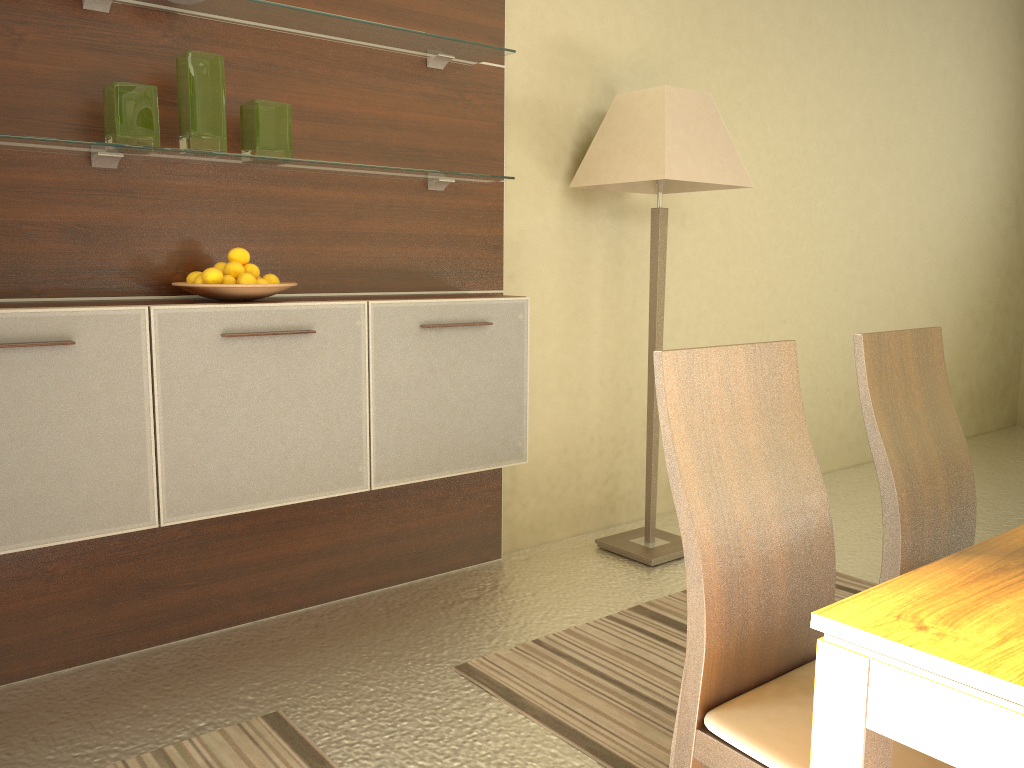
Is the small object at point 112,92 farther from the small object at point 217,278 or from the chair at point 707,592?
the chair at point 707,592

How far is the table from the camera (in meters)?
0.80

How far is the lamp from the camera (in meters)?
3.14

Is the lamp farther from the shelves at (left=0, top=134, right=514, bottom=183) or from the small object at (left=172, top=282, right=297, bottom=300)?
the small object at (left=172, top=282, right=297, bottom=300)

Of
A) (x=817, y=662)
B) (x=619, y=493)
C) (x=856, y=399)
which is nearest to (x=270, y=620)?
(x=619, y=493)

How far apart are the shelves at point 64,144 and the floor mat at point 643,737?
1.5 meters

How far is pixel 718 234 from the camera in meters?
4.1

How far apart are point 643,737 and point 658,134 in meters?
2.0

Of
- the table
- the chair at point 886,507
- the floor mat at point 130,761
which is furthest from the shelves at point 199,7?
the table

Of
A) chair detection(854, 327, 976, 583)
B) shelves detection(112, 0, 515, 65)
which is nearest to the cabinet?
shelves detection(112, 0, 515, 65)
